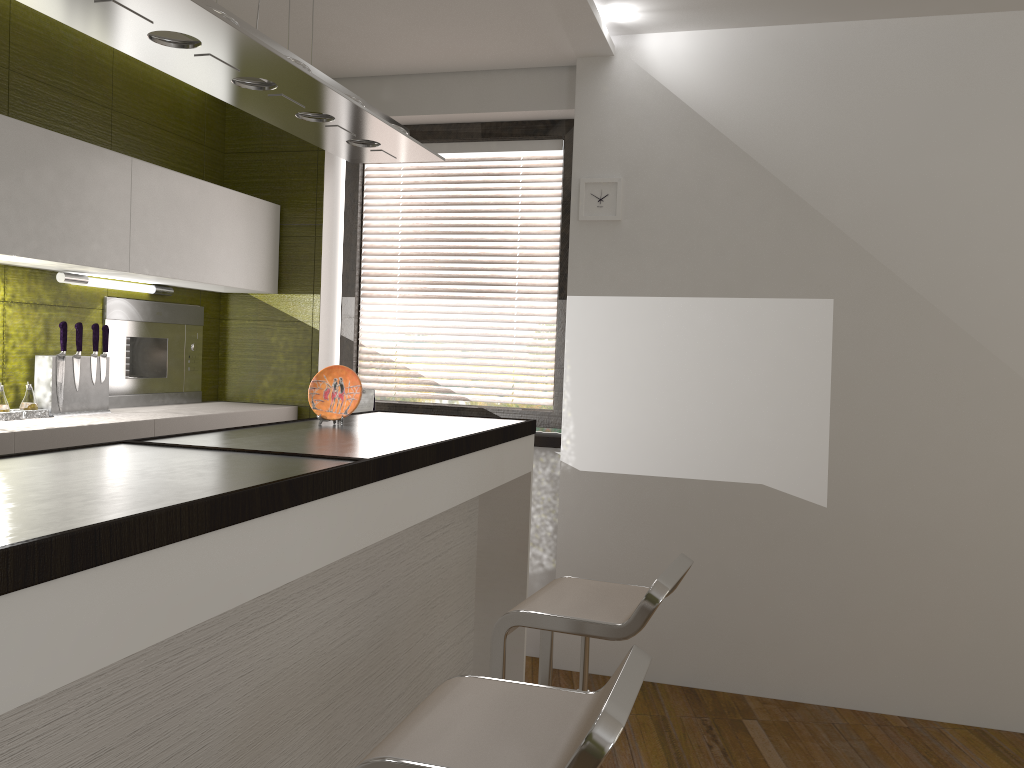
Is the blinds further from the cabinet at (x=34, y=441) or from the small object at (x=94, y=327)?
the small object at (x=94, y=327)

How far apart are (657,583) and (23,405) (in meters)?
2.38

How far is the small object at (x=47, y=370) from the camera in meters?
3.2

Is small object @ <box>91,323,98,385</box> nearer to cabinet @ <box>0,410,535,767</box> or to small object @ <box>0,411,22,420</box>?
small object @ <box>0,411,22,420</box>

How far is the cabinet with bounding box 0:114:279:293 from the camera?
2.9m

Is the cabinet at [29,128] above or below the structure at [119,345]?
above

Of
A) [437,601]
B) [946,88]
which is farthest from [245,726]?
[946,88]

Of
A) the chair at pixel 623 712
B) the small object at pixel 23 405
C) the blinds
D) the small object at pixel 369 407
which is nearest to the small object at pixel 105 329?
the small object at pixel 23 405

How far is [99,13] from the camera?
1.7m

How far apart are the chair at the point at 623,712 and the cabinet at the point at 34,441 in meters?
1.7 m
